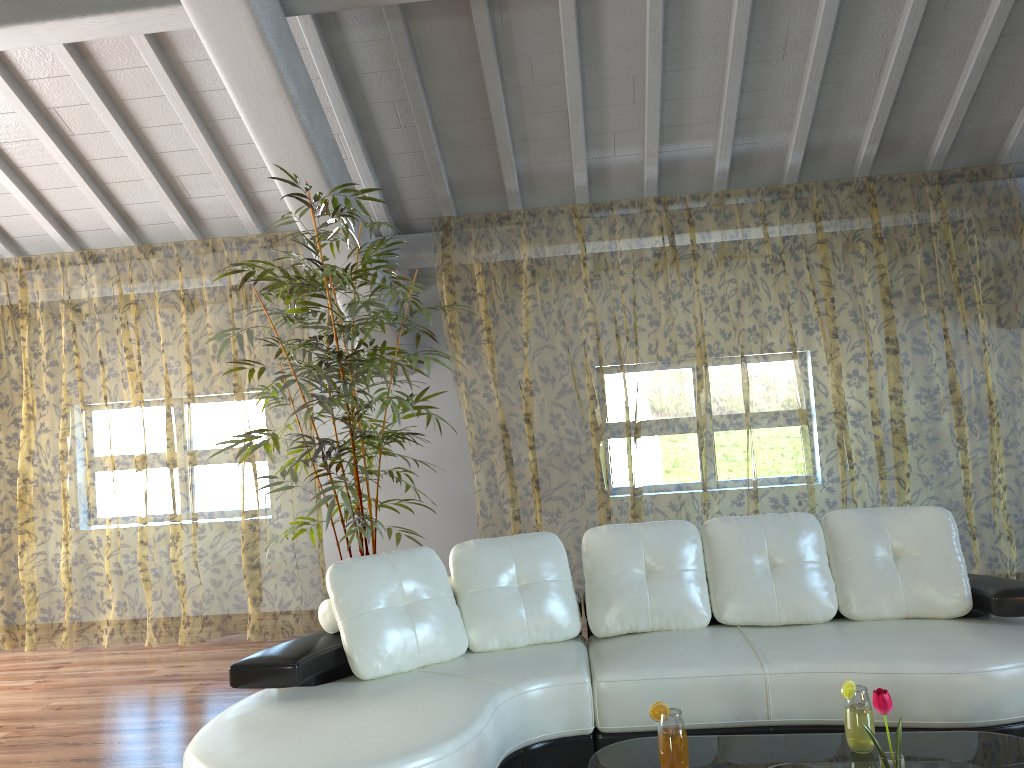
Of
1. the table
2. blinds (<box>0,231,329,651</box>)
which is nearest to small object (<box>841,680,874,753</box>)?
the table

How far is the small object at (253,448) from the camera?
4.1m

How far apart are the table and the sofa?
0.3m

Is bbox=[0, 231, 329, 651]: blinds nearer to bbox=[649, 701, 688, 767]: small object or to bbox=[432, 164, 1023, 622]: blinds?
bbox=[432, 164, 1023, 622]: blinds

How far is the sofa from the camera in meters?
2.7

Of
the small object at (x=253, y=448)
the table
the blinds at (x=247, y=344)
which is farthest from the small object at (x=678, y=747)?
the blinds at (x=247, y=344)

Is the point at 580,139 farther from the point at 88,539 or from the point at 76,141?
the point at 88,539

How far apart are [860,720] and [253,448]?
2.80m

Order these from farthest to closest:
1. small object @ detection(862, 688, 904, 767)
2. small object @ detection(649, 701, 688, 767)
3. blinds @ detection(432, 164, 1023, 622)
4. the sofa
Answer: blinds @ detection(432, 164, 1023, 622)
the sofa
small object @ detection(649, 701, 688, 767)
small object @ detection(862, 688, 904, 767)

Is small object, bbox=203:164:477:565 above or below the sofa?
above
